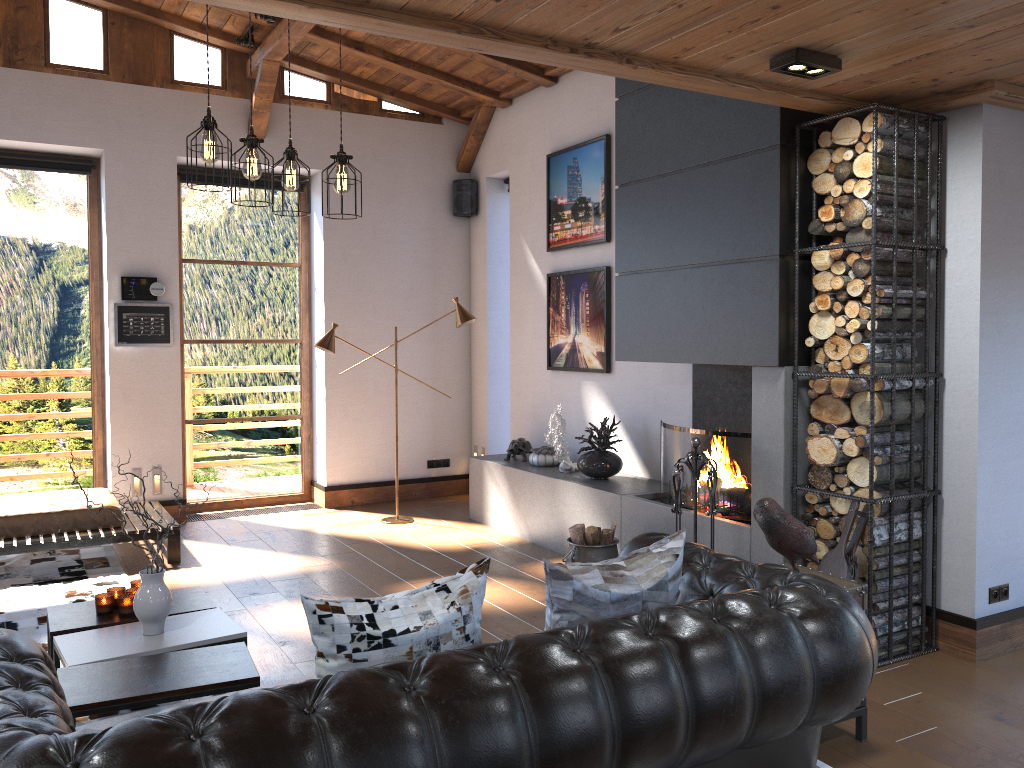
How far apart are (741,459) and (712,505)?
0.4m

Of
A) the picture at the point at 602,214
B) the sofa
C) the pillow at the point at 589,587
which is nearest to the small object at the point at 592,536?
the sofa

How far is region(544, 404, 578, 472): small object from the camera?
6.6 meters

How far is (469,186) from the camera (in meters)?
8.55

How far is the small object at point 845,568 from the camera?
4.07m

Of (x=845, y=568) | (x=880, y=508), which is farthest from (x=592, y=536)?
(x=880, y=508)

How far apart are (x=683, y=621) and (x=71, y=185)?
7.0m

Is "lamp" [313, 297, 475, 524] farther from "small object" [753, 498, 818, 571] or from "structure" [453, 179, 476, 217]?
"small object" [753, 498, 818, 571]

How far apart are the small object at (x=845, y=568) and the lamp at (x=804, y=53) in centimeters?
193cm

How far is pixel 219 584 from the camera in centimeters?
566cm
